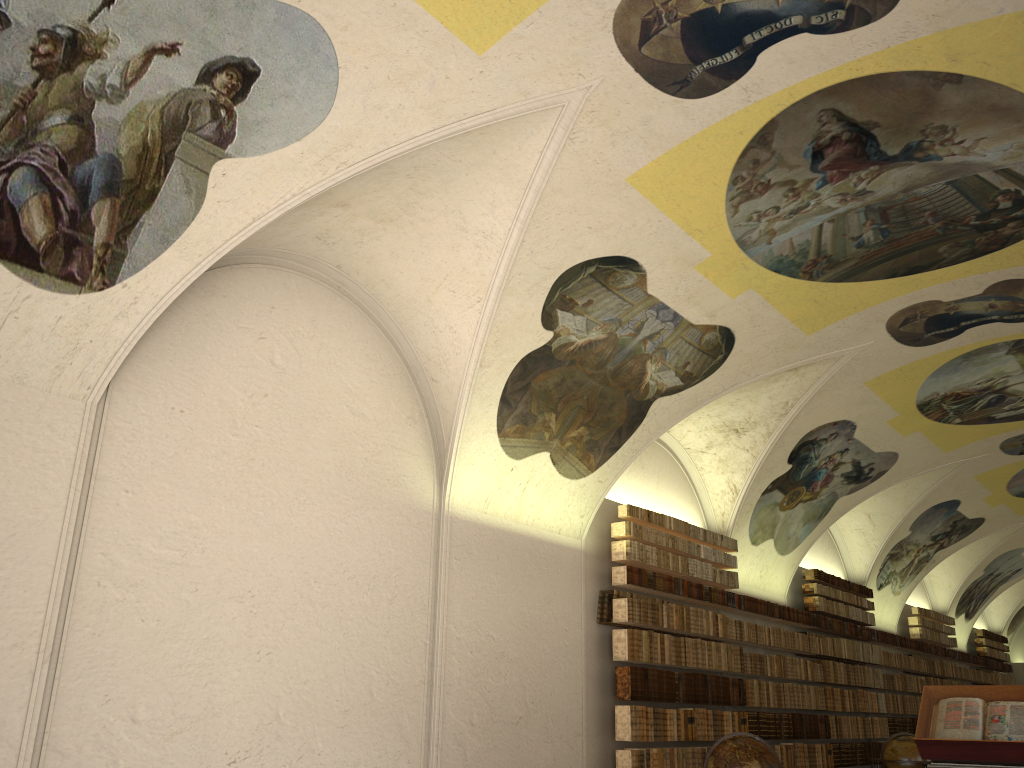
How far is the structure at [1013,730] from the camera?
8.7 meters

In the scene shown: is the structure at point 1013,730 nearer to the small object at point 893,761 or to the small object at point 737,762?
the small object at point 737,762

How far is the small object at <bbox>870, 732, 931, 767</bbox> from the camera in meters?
15.3

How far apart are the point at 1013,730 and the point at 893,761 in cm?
749

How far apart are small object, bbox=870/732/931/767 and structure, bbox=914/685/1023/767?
6.73m

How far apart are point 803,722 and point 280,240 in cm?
1405

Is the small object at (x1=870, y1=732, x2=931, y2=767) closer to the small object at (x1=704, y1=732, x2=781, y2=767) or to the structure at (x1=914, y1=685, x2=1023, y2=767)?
the small object at (x1=704, y1=732, x2=781, y2=767)

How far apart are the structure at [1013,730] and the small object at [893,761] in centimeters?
673cm

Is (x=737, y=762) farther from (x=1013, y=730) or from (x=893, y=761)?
(x=893, y=761)

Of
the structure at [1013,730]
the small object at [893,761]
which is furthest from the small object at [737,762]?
the small object at [893,761]
